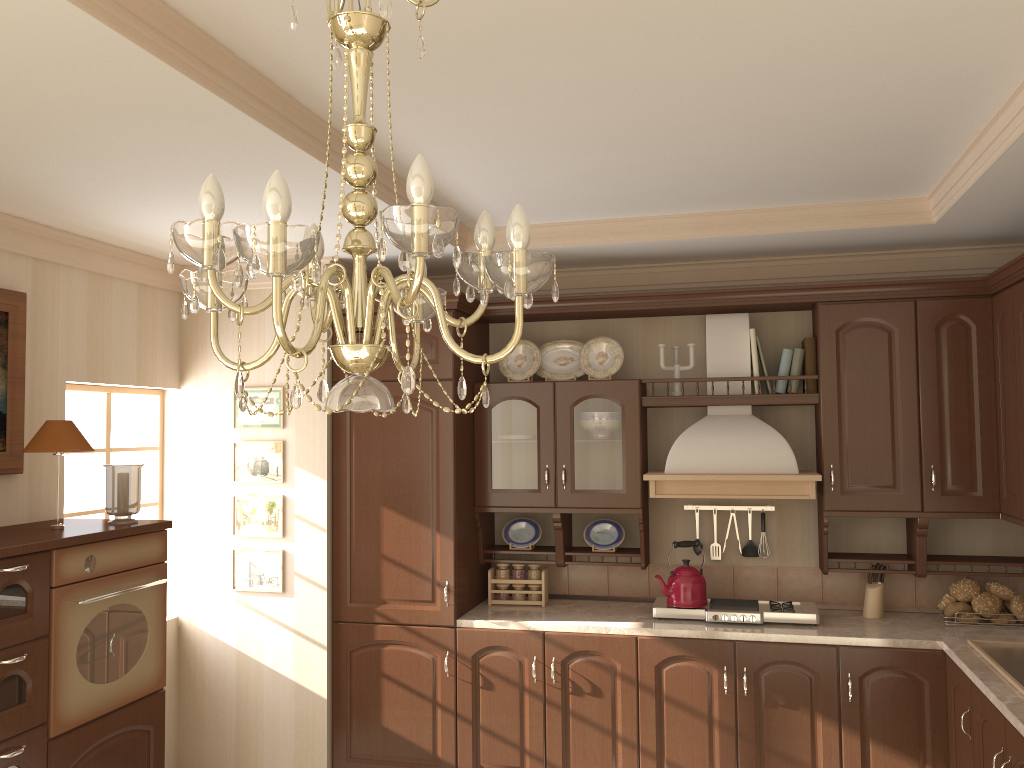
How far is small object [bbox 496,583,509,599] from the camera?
4.32m

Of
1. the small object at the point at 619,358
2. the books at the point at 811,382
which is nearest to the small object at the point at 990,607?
the books at the point at 811,382

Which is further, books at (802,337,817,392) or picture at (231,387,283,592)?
picture at (231,387,283,592)

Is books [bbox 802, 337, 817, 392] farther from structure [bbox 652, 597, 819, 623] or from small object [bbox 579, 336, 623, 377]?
structure [bbox 652, 597, 819, 623]

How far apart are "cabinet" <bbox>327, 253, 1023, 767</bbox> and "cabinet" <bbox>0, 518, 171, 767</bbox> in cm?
89

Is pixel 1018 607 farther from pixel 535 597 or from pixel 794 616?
pixel 535 597

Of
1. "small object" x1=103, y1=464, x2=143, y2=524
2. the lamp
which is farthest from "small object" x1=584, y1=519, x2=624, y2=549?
the lamp

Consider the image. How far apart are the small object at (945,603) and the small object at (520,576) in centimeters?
188cm

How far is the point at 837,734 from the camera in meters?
3.6

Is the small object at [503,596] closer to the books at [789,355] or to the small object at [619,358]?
the small object at [619,358]
